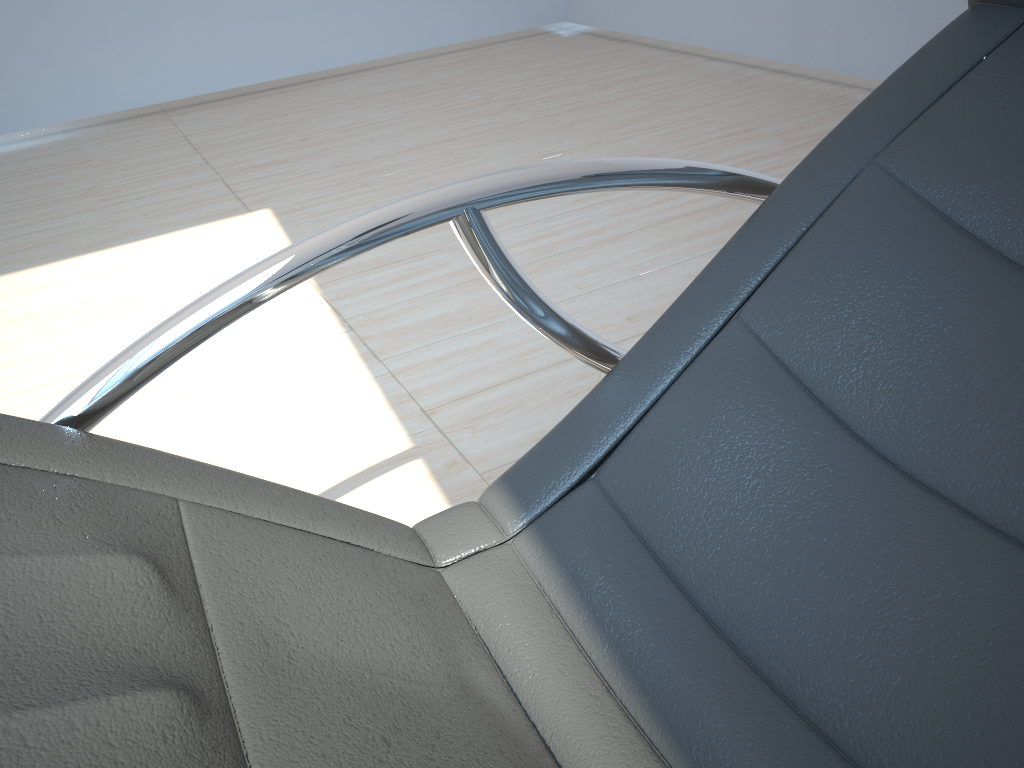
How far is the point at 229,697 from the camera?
0.54m

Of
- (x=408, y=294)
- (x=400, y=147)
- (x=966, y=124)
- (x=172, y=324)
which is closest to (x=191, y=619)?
(x=172, y=324)

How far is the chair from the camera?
0.54m

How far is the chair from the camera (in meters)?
0.54
